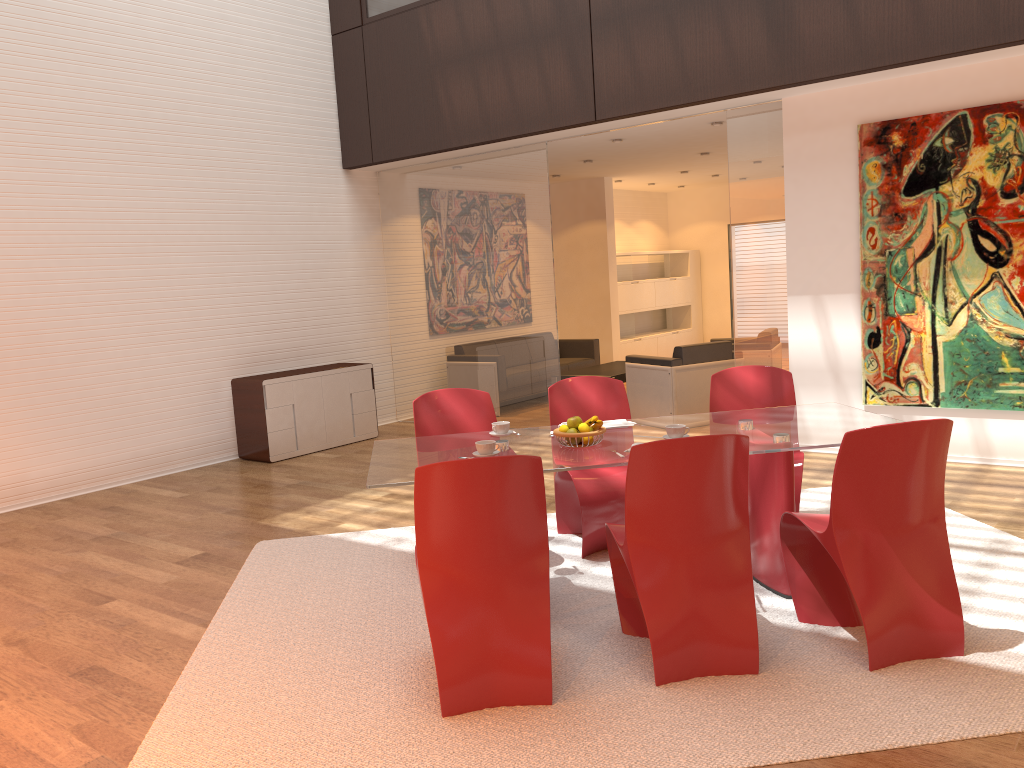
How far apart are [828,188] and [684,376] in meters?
2.2 m

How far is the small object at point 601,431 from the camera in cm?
386

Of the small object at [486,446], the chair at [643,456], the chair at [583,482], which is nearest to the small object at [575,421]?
the small object at [486,446]

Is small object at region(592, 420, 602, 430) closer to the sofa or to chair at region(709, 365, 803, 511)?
chair at region(709, 365, 803, 511)

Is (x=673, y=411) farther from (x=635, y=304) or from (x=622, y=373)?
(x=635, y=304)

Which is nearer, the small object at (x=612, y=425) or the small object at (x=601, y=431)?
the small object at (x=601, y=431)

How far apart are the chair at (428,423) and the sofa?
5.6m

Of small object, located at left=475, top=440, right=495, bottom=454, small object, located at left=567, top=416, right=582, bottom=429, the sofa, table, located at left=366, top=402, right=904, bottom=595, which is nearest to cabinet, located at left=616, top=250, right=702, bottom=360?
the sofa

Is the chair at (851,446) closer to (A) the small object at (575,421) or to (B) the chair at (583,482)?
(A) the small object at (575,421)

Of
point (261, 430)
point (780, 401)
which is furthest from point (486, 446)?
point (261, 430)
